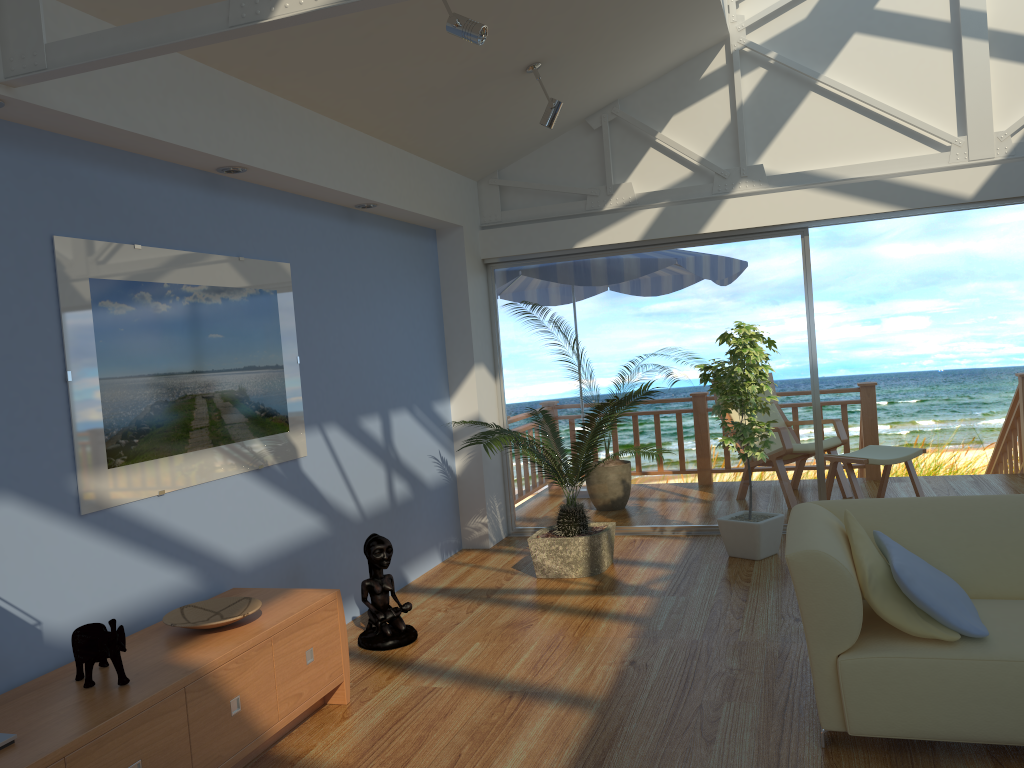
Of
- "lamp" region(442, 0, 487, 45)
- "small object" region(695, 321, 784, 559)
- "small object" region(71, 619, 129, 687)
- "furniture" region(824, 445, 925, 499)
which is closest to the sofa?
"small object" region(695, 321, 784, 559)

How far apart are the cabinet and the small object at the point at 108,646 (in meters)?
0.02

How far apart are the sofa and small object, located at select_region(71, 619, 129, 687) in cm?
202

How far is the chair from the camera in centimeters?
676cm

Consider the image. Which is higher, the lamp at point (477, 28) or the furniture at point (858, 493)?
the lamp at point (477, 28)

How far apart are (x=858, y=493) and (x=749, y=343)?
1.7m

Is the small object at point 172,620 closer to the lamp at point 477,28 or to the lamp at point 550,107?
the lamp at point 477,28

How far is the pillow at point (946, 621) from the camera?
2.69m

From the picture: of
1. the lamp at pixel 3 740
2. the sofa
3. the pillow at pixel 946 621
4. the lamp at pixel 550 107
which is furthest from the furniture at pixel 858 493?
the lamp at pixel 3 740

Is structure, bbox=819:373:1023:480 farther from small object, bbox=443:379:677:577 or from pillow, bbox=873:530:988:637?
pillow, bbox=873:530:988:637
